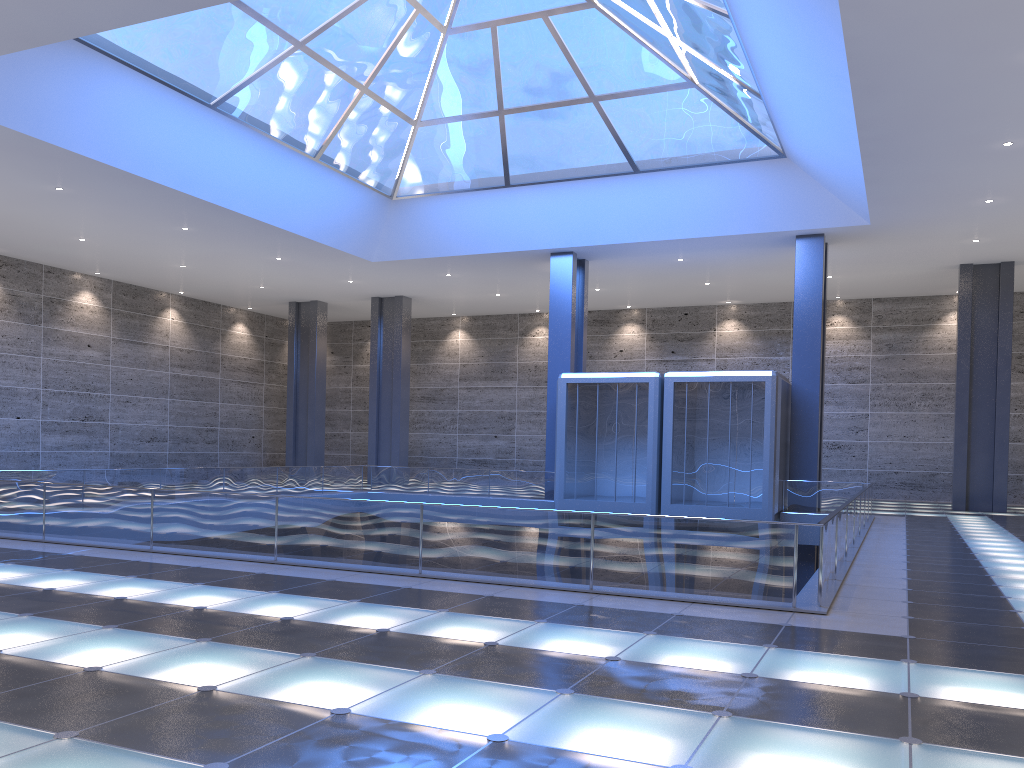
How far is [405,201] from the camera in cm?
3246

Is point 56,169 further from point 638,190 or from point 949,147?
point 949,147

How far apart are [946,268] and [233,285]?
30.7m
